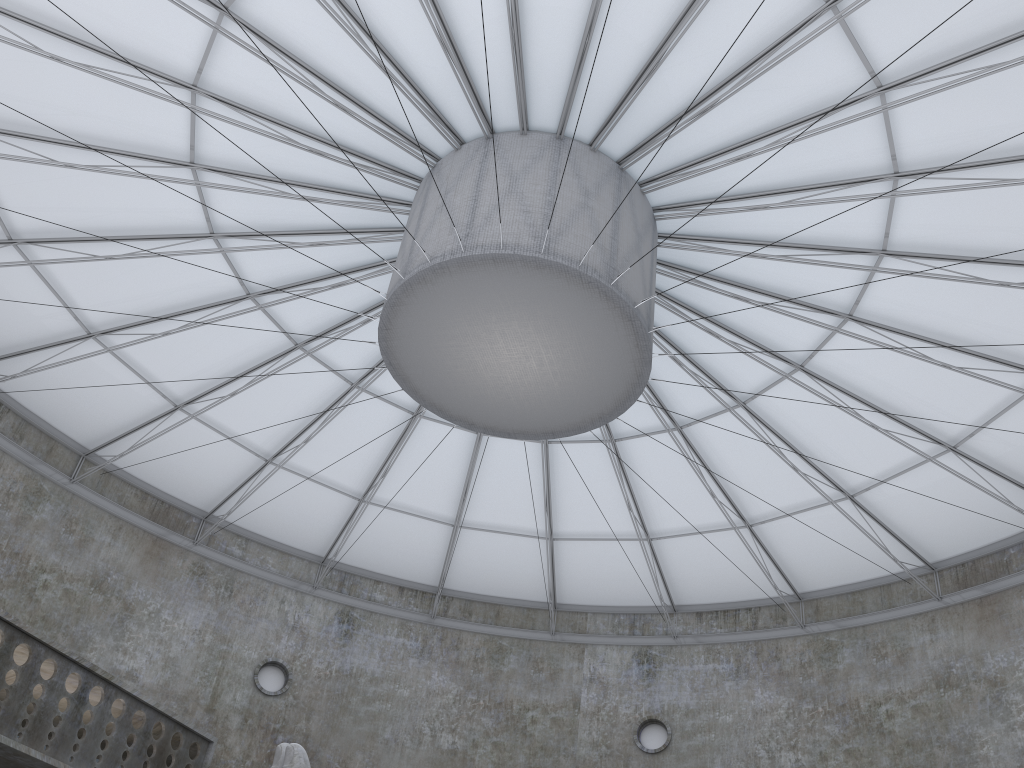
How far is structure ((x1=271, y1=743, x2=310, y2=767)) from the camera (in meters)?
15.30

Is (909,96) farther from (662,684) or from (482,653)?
(482,653)

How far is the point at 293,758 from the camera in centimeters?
1530cm

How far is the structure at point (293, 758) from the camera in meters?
15.3
